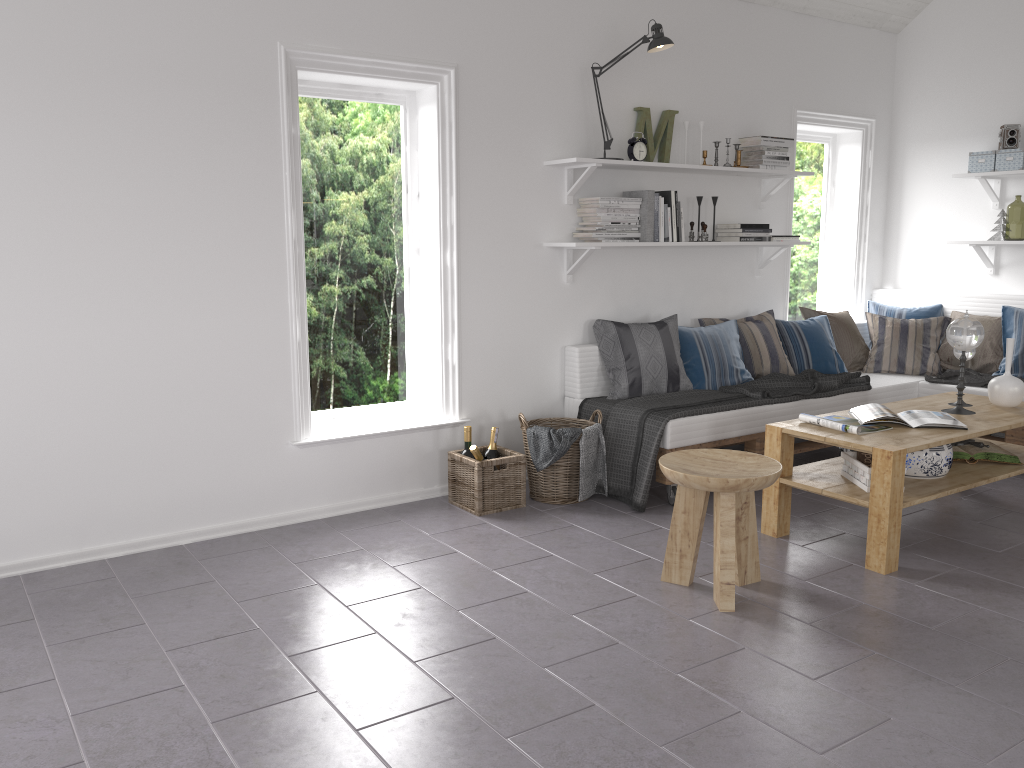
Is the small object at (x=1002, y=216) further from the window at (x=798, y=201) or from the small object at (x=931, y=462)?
the small object at (x=931, y=462)

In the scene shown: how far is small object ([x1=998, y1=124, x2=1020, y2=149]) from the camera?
5.3 meters

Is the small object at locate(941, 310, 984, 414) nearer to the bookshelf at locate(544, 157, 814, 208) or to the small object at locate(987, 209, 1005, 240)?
the bookshelf at locate(544, 157, 814, 208)

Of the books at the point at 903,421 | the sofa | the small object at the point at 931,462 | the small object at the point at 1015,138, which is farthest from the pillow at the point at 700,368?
the small object at the point at 1015,138

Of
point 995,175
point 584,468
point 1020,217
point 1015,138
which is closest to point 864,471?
point 584,468

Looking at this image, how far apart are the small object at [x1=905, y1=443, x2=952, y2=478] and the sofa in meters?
0.9 m

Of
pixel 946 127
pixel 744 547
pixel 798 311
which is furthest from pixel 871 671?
pixel 946 127

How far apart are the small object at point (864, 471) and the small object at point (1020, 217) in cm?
781

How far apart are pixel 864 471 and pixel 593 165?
2.0 meters

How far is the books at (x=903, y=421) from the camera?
3.7m
